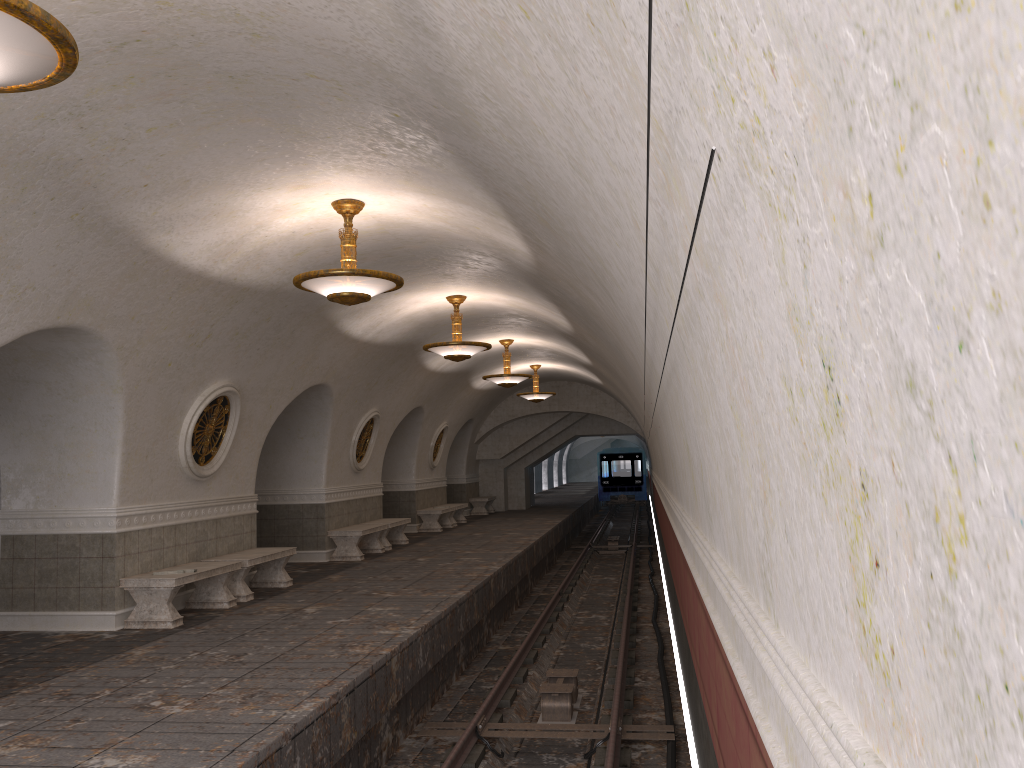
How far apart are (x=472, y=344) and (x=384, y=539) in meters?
5.7

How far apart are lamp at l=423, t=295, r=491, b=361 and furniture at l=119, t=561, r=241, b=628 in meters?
4.0

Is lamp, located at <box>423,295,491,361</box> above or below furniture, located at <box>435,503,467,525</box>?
above

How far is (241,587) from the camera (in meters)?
10.65

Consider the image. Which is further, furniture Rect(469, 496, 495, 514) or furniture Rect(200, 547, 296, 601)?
furniture Rect(469, 496, 495, 514)

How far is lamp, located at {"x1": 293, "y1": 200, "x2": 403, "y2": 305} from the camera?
7.75m

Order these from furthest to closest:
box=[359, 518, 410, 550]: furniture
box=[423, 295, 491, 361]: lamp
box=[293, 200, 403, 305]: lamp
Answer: box=[359, 518, 410, 550]: furniture
box=[423, 295, 491, 361]: lamp
box=[293, 200, 403, 305]: lamp

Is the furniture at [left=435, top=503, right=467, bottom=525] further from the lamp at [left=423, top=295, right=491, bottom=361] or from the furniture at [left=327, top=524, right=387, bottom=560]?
the lamp at [left=423, top=295, right=491, bottom=361]

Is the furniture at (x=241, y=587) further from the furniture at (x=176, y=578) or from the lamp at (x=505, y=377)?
the lamp at (x=505, y=377)

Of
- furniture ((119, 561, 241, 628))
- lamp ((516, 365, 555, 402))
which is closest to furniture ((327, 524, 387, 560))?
furniture ((119, 561, 241, 628))
